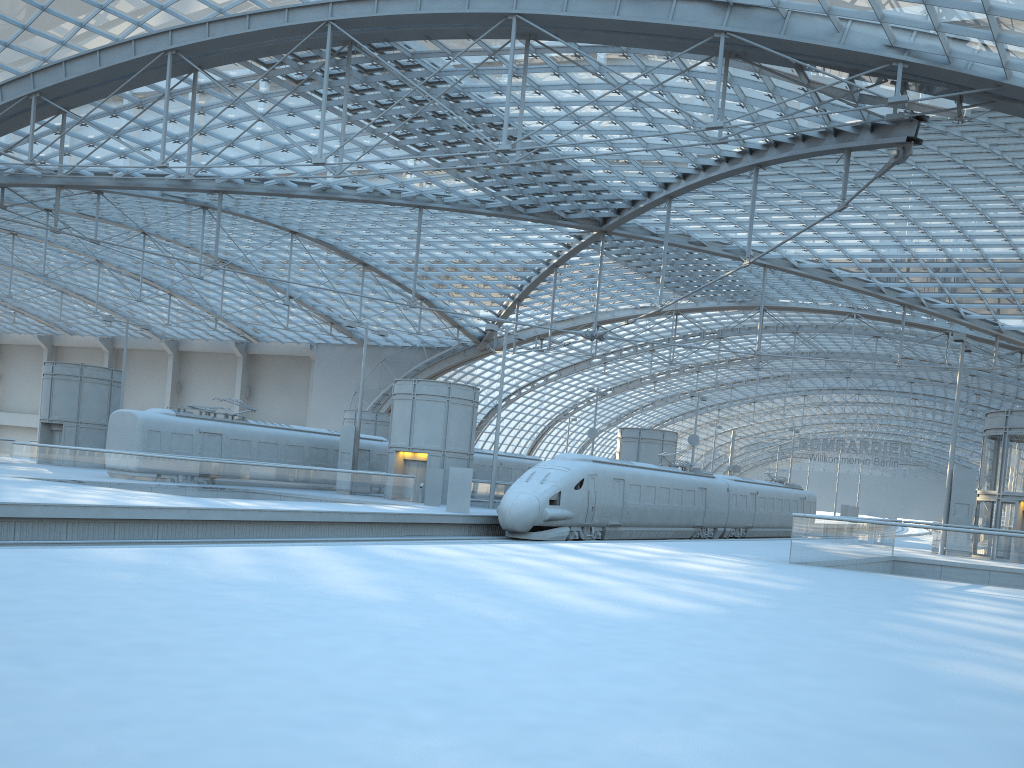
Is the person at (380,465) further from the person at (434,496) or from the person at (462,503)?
the person at (462,503)

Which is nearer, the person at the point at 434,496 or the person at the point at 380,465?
the person at the point at 434,496

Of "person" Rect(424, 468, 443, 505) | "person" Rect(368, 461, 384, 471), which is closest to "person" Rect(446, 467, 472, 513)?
"person" Rect(424, 468, 443, 505)

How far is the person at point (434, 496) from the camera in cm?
3638

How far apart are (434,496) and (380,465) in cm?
938

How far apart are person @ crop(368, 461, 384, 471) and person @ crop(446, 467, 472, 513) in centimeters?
1364cm

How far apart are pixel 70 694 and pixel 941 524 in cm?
2797

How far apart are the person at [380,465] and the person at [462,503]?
13.64m

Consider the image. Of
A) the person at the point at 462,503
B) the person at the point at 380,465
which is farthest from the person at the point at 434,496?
the person at the point at 380,465

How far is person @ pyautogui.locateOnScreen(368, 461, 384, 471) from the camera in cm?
4506
